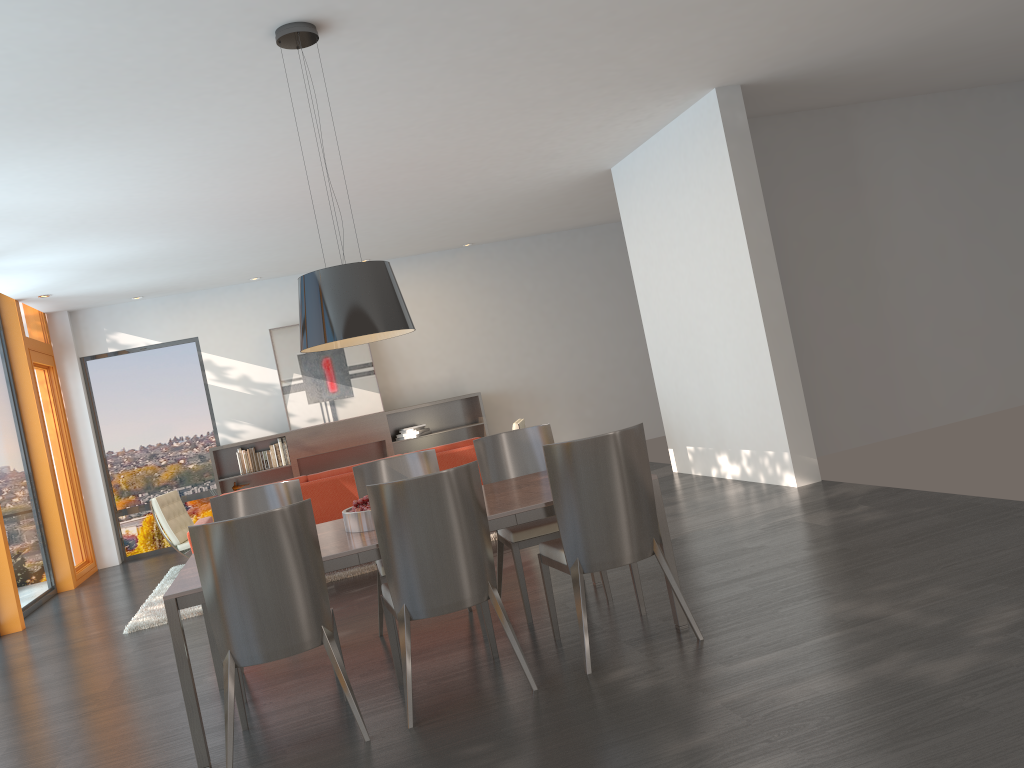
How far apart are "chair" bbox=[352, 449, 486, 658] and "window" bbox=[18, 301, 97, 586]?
6.3 meters

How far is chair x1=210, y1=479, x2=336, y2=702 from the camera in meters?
4.8 m

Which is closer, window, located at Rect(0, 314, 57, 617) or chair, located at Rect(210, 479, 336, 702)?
chair, located at Rect(210, 479, 336, 702)

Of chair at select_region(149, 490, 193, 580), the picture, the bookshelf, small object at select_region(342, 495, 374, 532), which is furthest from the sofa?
the picture

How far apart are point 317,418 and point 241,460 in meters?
1.1 m

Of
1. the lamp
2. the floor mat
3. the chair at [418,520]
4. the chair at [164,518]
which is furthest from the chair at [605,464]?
the chair at [164,518]

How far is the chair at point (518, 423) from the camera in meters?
8.6 m

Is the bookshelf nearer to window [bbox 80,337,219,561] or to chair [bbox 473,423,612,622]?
window [bbox 80,337,219,561]

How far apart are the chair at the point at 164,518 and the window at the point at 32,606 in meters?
1.3 m

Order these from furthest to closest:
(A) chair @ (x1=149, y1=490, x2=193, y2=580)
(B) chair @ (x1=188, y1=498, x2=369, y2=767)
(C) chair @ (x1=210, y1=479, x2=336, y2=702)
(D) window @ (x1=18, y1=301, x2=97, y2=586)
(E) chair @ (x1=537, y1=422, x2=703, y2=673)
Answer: (D) window @ (x1=18, y1=301, x2=97, y2=586) → (A) chair @ (x1=149, y1=490, x2=193, y2=580) → (C) chair @ (x1=210, y1=479, x2=336, y2=702) → (E) chair @ (x1=537, y1=422, x2=703, y2=673) → (B) chair @ (x1=188, y1=498, x2=369, y2=767)
